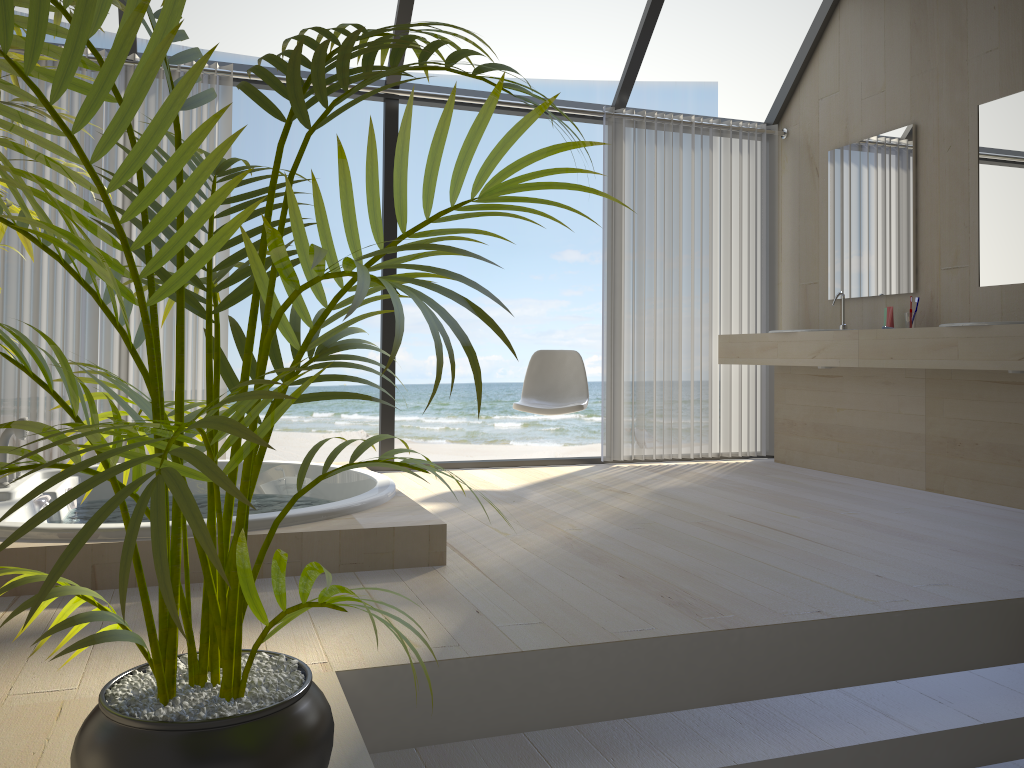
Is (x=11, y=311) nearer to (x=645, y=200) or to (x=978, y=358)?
(x=645, y=200)

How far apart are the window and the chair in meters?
0.5

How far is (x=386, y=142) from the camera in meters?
4.8

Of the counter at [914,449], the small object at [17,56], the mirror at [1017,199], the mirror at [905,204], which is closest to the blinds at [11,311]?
the small object at [17,56]

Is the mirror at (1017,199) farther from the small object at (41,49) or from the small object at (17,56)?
the small object at (17,56)

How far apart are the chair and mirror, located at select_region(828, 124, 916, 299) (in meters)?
1.55

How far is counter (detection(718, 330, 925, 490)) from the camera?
4.38m

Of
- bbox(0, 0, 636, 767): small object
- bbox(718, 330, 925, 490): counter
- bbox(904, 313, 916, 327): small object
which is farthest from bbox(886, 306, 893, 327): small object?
bbox(0, 0, 636, 767): small object

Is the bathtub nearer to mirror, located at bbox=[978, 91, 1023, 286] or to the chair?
the chair

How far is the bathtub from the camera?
2.39m
